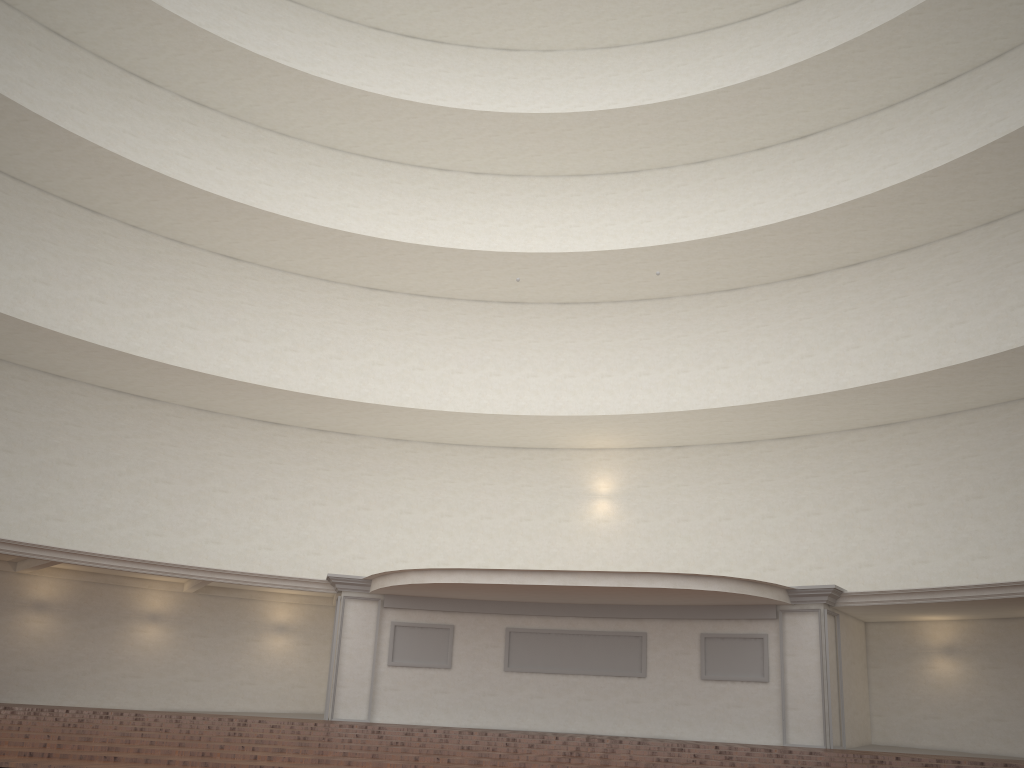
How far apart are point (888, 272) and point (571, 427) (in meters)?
8.49
